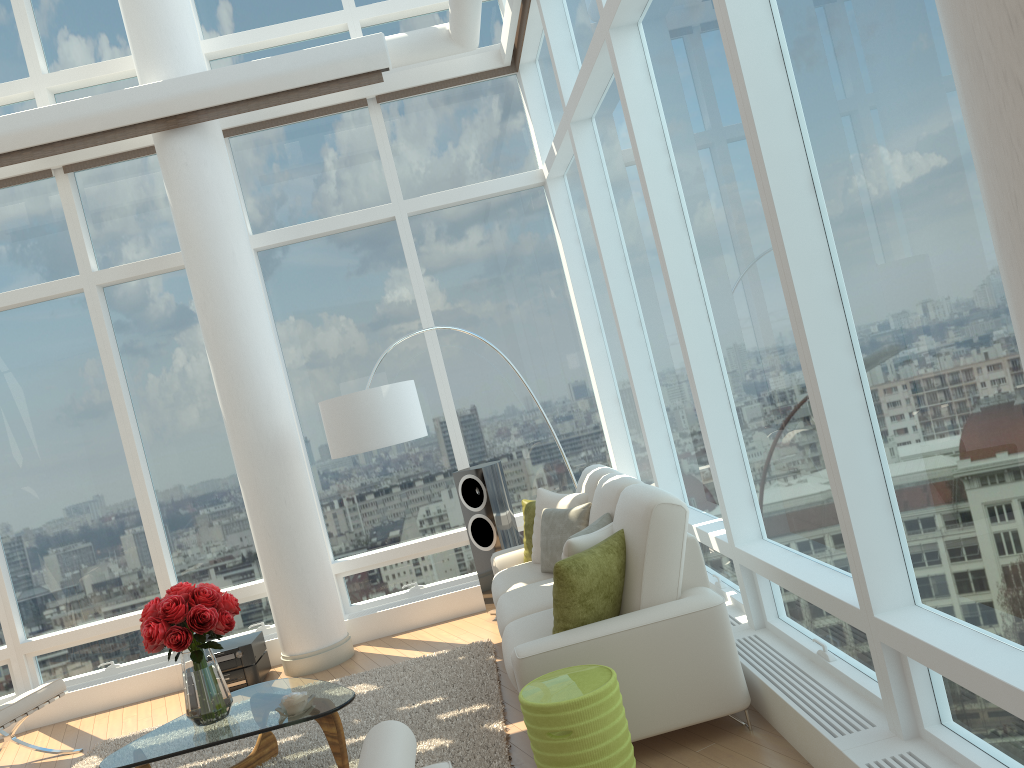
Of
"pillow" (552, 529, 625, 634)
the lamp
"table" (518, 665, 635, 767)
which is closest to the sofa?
"pillow" (552, 529, 625, 634)

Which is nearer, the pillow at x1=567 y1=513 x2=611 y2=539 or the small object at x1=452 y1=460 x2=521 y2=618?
the pillow at x1=567 y1=513 x2=611 y2=539

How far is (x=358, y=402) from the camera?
5.9m

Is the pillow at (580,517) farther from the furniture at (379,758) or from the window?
the furniture at (379,758)

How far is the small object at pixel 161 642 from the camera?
4.29m

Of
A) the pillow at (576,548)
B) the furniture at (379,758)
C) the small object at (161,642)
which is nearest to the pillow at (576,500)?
the pillow at (576,548)

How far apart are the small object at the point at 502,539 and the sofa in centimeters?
39cm

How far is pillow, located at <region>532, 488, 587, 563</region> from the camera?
5.50m

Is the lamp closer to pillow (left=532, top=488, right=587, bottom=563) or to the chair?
pillow (left=532, top=488, right=587, bottom=563)

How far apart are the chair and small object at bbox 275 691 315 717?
2.26m
